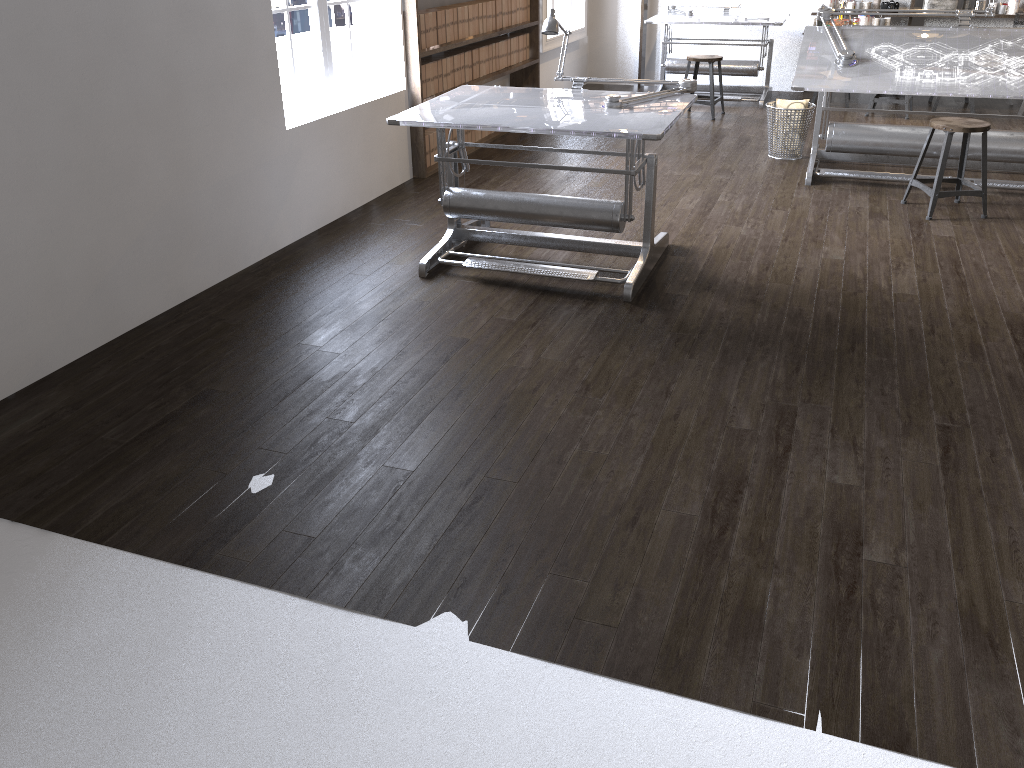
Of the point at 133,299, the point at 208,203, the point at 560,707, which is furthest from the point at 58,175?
the point at 560,707

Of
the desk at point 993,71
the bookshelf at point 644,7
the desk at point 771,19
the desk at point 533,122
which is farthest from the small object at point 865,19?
the desk at point 533,122

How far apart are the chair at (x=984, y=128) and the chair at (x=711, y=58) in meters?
2.8 m

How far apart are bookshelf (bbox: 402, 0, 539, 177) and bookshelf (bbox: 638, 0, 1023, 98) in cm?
186

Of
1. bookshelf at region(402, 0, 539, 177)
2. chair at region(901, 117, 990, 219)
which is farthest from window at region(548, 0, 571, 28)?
chair at region(901, 117, 990, 219)

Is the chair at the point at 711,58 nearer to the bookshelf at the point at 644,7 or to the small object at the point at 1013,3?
the bookshelf at the point at 644,7

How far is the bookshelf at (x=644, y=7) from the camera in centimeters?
908cm

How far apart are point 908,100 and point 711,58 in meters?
1.7

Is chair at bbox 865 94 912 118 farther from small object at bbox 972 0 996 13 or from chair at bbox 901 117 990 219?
chair at bbox 901 117 990 219

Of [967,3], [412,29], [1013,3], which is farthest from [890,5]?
[412,29]
